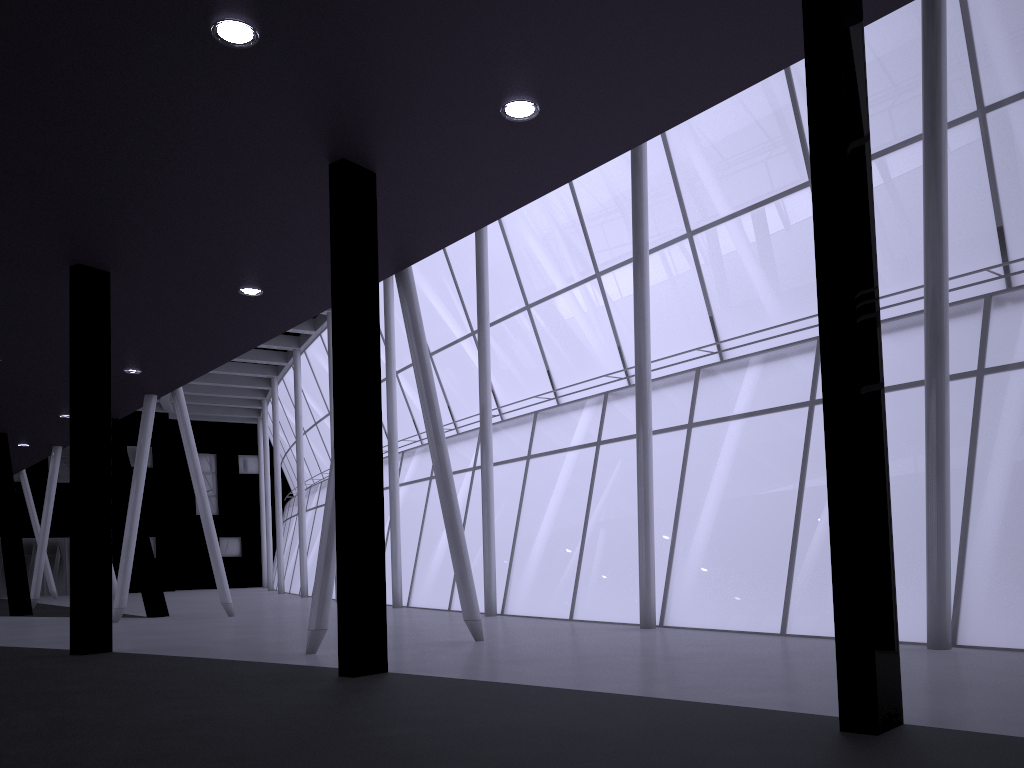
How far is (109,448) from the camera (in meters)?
18.75

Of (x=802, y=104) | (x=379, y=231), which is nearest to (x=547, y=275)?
(x=802, y=104)
